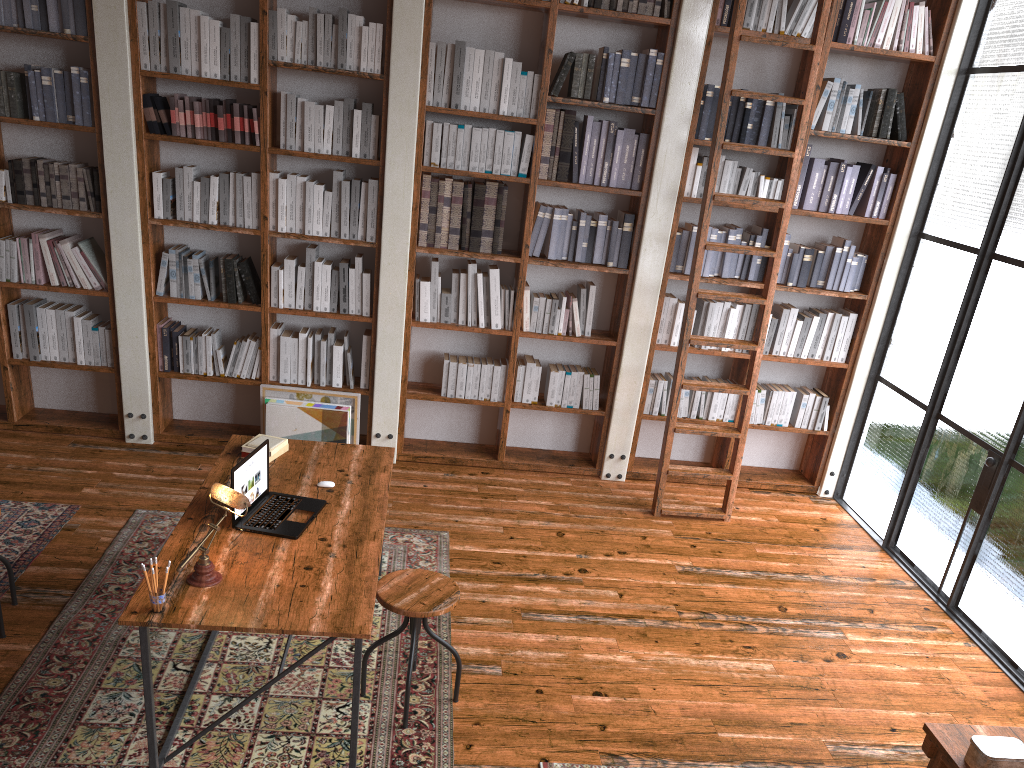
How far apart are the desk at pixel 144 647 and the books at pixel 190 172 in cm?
180

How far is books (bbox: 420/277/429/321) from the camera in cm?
532

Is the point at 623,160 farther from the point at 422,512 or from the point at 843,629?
the point at 843,629

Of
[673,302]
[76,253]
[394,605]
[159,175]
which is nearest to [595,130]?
[673,302]

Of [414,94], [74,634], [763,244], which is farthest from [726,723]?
[414,94]

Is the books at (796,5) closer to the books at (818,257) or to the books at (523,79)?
the books at (818,257)

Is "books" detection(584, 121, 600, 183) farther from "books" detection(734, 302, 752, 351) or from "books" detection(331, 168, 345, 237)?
"books" detection(331, 168, 345, 237)

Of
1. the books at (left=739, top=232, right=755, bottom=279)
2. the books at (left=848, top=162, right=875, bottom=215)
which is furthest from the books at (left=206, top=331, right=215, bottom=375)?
the books at (left=848, top=162, right=875, bottom=215)

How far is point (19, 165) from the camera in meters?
4.9

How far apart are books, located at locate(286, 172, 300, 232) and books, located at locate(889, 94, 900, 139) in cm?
357
